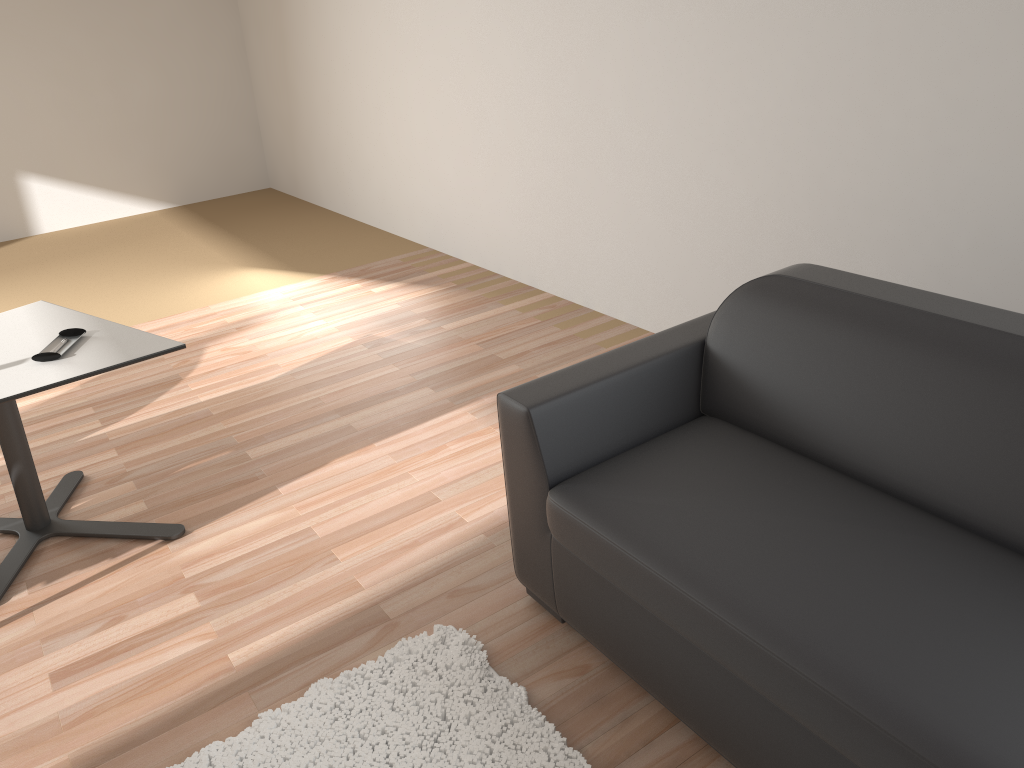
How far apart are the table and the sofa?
1.11m

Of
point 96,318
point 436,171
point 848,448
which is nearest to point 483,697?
point 848,448

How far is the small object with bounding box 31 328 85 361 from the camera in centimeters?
271cm

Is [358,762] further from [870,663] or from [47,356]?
[47,356]

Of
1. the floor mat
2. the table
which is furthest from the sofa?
the table

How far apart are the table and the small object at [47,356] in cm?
2

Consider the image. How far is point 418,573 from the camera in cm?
A: 276

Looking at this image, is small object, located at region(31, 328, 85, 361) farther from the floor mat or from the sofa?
the sofa

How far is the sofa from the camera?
1.61m

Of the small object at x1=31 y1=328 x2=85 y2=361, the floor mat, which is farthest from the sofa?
the small object at x1=31 y1=328 x2=85 y2=361
